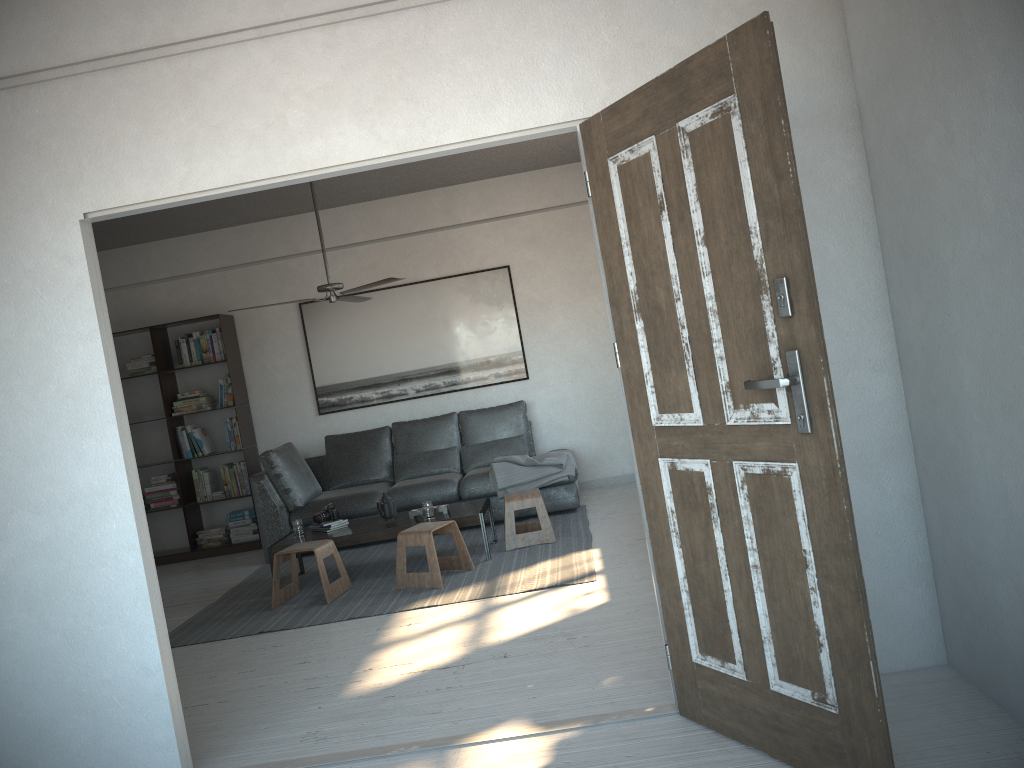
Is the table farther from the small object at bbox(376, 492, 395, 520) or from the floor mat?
the floor mat

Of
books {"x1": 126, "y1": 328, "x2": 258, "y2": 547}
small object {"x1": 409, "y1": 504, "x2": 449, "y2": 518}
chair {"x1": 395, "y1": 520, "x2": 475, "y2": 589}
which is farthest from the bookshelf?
chair {"x1": 395, "y1": 520, "x2": 475, "y2": 589}

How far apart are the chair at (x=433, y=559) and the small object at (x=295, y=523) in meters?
1.0

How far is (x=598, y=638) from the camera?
3.9 meters

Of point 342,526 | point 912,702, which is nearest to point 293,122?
point 912,702

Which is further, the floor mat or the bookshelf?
the bookshelf

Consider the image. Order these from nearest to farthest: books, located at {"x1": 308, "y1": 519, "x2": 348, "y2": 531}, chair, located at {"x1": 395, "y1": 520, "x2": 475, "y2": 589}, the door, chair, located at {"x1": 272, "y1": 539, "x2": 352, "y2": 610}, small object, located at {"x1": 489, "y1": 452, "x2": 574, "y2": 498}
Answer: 1. the door
2. chair, located at {"x1": 395, "y1": 520, "x2": 475, "y2": 589}
3. chair, located at {"x1": 272, "y1": 539, "x2": 352, "y2": 610}
4. books, located at {"x1": 308, "y1": 519, "x2": 348, "y2": 531}
5. small object, located at {"x1": 489, "y1": 452, "x2": 574, "y2": 498}

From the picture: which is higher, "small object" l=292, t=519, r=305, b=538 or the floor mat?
"small object" l=292, t=519, r=305, b=538

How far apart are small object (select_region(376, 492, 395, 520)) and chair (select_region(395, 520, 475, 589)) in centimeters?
52cm

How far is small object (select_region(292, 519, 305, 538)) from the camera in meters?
6.0
